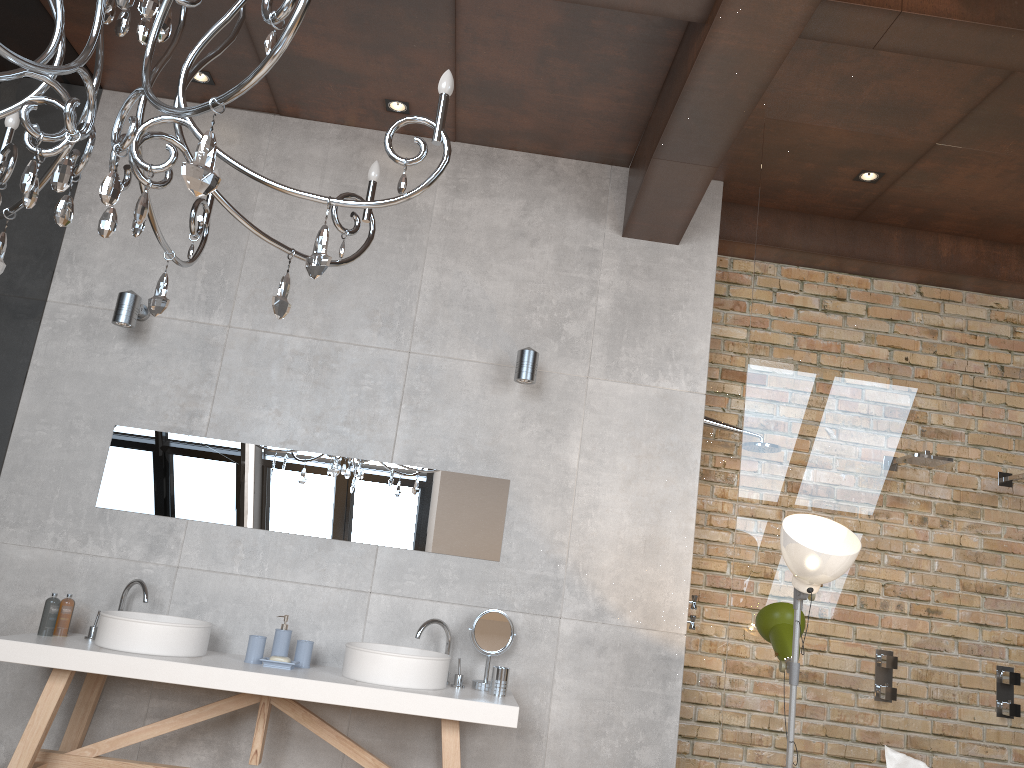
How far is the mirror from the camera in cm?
403

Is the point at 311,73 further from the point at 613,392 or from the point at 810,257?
the point at 810,257

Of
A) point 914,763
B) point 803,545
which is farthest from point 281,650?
point 914,763

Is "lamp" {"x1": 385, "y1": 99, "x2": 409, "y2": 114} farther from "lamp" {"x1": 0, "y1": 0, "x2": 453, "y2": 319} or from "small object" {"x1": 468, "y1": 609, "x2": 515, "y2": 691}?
"small object" {"x1": 468, "y1": 609, "x2": 515, "y2": 691}

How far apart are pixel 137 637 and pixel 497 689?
1.44m

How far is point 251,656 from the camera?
3.6m

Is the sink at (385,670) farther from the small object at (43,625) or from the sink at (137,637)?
the small object at (43,625)

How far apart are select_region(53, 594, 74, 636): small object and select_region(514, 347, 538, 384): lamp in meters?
2.1

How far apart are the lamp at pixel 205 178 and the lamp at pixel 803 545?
1.67m

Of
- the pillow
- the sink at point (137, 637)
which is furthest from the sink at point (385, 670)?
the pillow
